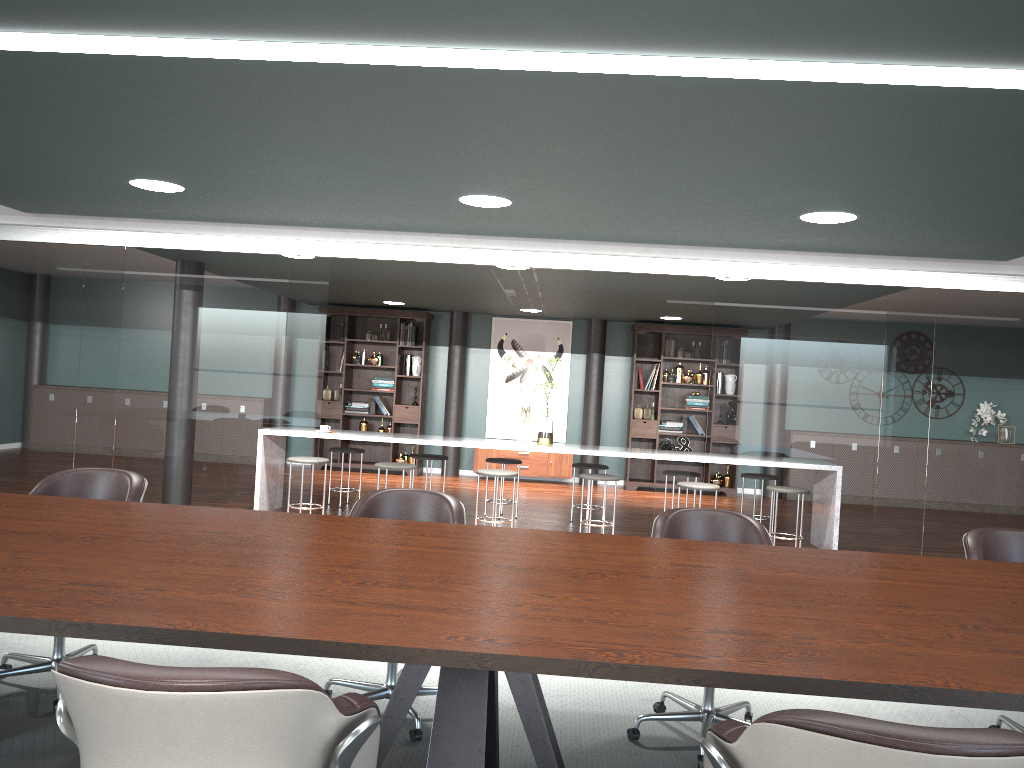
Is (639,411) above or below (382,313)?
below

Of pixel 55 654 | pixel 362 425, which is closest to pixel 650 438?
pixel 362 425

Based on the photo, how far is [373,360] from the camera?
10.8 meters

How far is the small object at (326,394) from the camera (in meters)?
10.85

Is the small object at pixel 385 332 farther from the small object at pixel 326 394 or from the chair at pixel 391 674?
the chair at pixel 391 674

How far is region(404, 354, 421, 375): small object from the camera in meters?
10.8

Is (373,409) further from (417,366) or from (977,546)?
(977,546)

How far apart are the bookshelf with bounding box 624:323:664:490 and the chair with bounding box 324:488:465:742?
7.41m

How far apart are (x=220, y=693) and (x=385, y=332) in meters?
9.8 m

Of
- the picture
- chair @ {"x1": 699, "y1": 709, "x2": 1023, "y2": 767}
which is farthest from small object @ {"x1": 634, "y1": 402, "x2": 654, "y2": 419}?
chair @ {"x1": 699, "y1": 709, "x2": 1023, "y2": 767}
